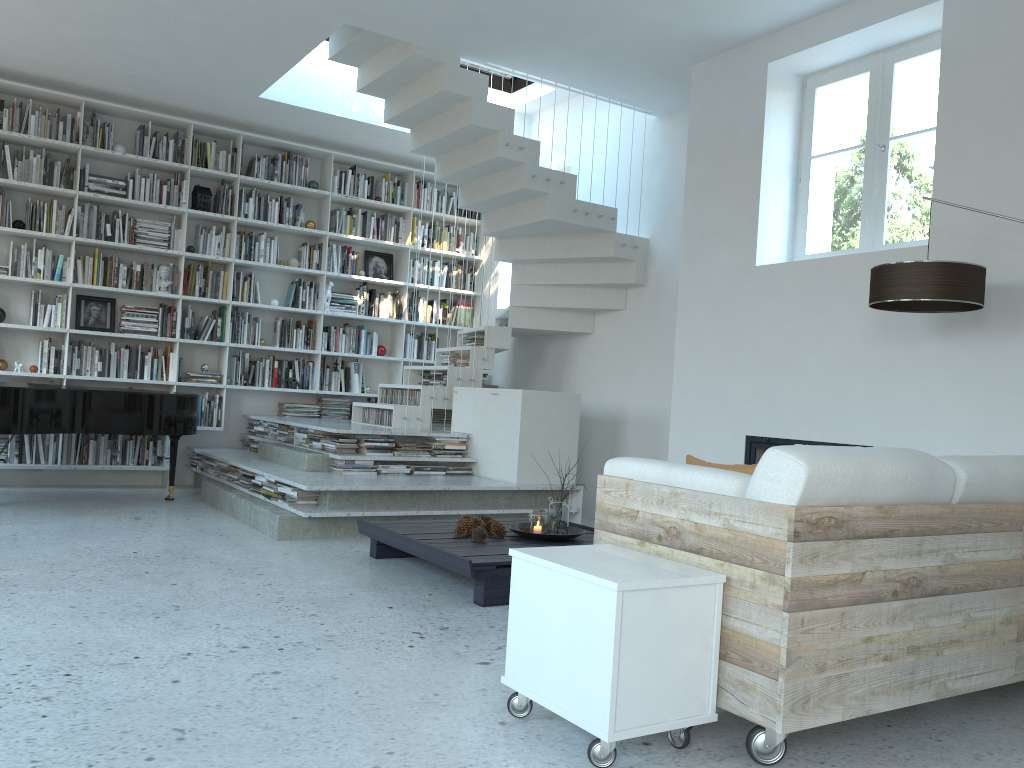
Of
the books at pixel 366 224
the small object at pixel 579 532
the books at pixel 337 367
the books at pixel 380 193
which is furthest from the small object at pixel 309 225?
the small object at pixel 579 532

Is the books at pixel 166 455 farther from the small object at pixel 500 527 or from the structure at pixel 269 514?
the small object at pixel 500 527

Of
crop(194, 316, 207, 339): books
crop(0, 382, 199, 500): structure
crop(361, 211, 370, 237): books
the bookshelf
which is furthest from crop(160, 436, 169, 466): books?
crop(361, 211, 370, 237): books

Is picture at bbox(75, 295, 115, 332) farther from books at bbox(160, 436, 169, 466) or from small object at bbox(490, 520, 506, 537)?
small object at bbox(490, 520, 506, 537)

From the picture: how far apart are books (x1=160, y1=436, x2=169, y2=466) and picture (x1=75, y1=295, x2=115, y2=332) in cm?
102

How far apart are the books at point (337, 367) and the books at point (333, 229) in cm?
125

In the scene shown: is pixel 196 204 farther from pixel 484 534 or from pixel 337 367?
pixel 484 534

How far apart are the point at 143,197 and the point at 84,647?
5.3m

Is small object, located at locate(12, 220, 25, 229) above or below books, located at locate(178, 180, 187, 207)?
below

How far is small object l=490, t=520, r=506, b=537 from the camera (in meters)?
4.65
